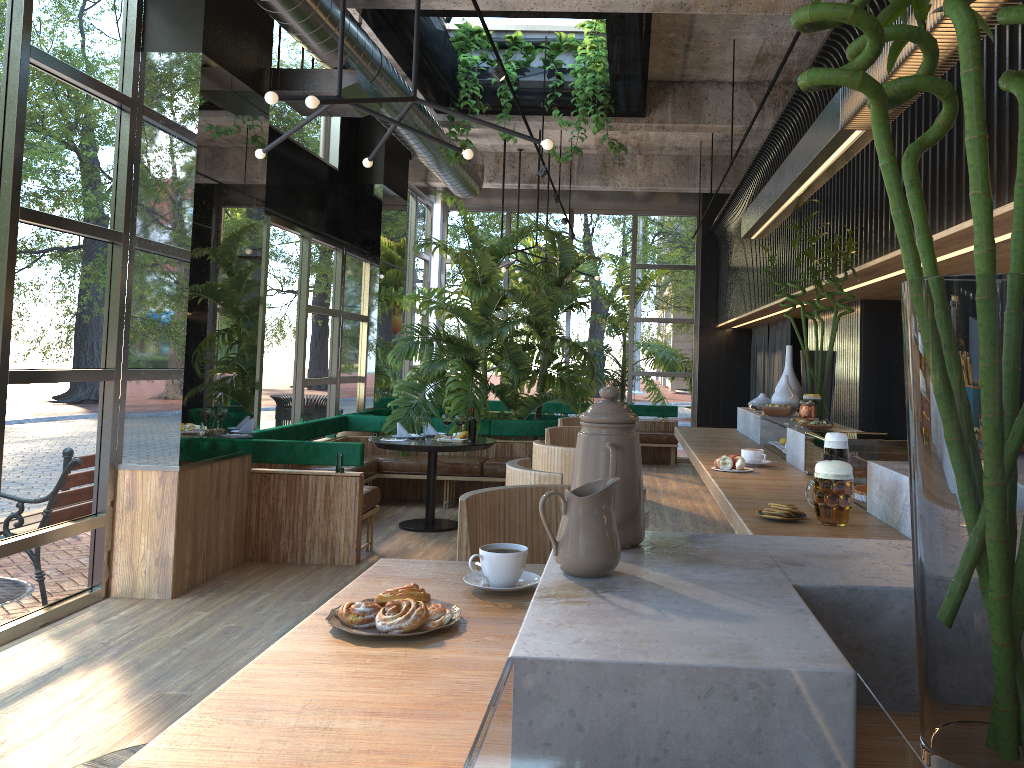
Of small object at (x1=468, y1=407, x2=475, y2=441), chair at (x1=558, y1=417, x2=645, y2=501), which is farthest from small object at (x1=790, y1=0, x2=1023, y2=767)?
chair at (x1=558, y1=417, x2=645, y2=501)

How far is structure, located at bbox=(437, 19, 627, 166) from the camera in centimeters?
760cm

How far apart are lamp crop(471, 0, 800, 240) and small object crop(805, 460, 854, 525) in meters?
3.7 m

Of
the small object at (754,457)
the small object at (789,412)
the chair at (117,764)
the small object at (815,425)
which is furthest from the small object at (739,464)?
the chair at (117,764)

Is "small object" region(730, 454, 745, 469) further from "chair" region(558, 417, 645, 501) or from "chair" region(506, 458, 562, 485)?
"chair" region(558, 417, 645, 501)

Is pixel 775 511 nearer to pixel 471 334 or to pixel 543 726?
pixel 543 726

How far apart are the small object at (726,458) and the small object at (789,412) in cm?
125

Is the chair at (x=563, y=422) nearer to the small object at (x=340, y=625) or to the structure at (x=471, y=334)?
the structure at (x=471, y=334)

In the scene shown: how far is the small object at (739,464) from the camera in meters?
3.6

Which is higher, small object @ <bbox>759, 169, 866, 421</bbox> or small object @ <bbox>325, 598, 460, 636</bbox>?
small object @ <bbox>759, 169, 866, 421</bbox>
